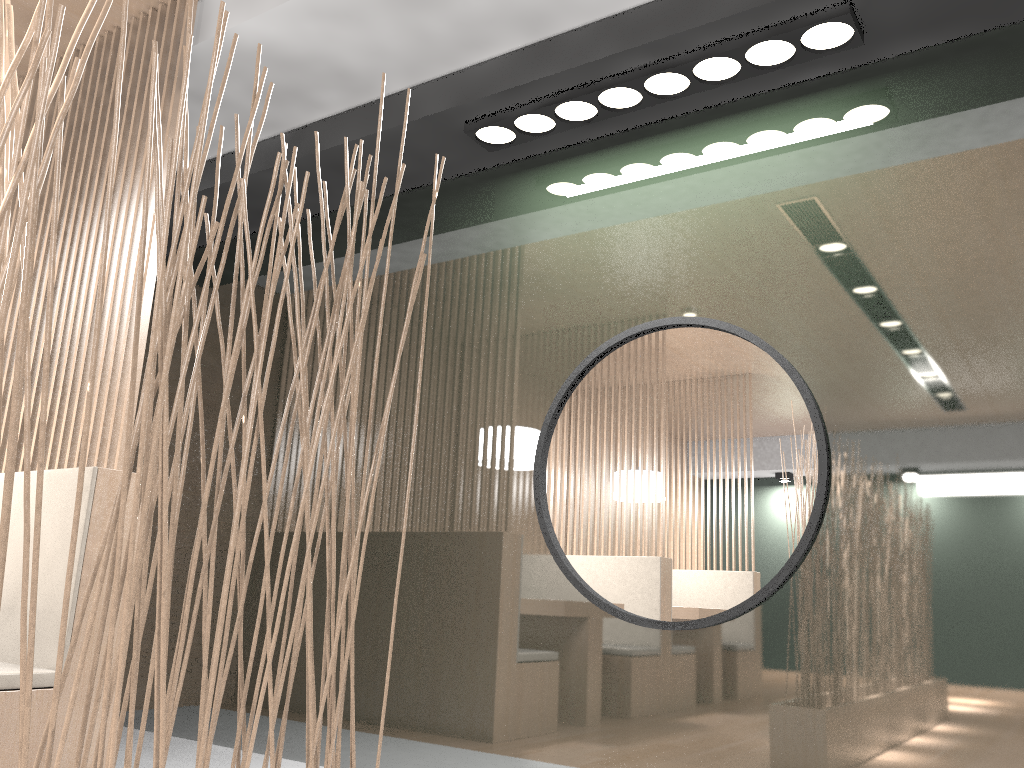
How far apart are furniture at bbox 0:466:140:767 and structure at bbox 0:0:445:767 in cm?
75

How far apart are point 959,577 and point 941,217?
0.61m

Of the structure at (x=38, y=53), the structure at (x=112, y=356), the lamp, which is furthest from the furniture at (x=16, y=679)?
the lamp

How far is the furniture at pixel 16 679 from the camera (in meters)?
1.42

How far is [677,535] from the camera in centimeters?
167cm

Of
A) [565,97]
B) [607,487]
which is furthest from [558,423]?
[565,97]

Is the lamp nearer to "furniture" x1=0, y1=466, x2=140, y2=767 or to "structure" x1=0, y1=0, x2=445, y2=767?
"structure" x1=0, y1=0, x2=445, y2=767

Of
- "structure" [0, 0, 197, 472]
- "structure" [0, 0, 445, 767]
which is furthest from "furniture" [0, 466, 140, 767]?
"structure" [0, 0, 445, 767]

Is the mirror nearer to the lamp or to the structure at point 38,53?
the lamp

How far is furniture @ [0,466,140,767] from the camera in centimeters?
142cm
